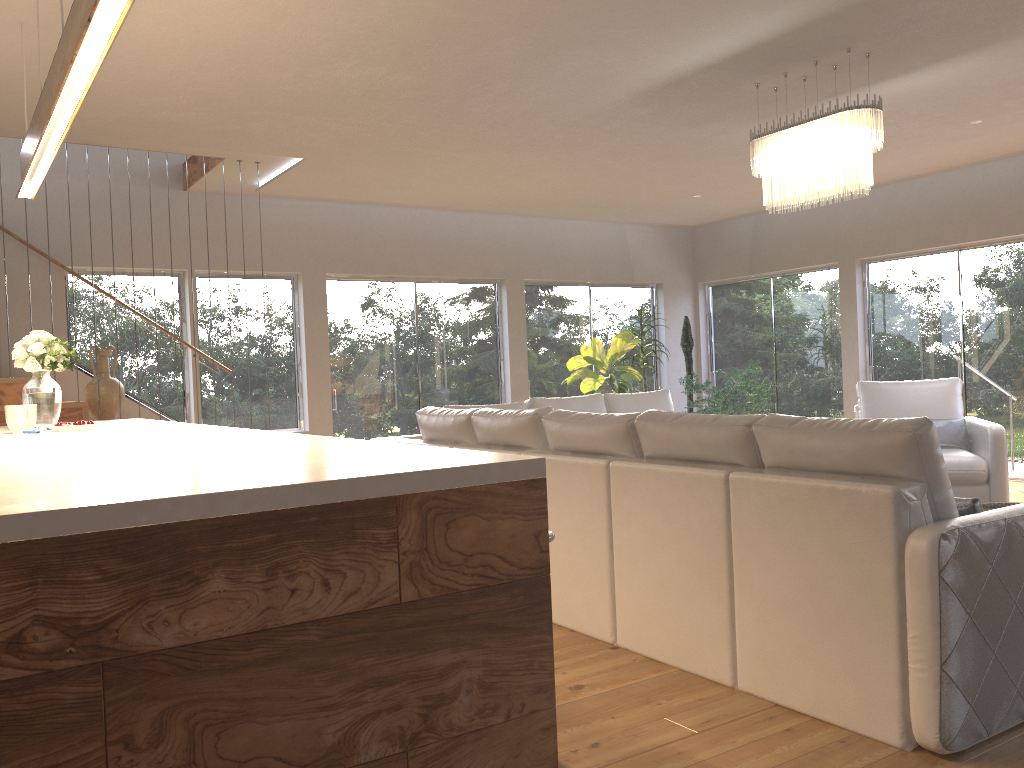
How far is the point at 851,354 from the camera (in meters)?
8.98

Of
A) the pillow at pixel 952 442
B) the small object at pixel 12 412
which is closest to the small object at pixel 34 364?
the small object at pixel 12 412

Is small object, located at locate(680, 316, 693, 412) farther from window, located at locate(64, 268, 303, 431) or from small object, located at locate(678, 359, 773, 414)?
window, located at locate(64, 268, 303, 431)

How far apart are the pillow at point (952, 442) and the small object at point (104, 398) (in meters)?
5.93

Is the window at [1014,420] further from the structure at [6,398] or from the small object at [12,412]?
the small object at [12,412]

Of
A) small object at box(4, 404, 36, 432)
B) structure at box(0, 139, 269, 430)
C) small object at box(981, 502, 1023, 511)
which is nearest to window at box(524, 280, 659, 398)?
structure at box(0, 139, 269, 430)

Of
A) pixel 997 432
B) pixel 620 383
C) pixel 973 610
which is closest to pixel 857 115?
pixel 997 432

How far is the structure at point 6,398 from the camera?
5.70m

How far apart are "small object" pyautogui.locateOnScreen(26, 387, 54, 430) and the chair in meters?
5.5

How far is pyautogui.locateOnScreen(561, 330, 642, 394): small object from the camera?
8.88m
